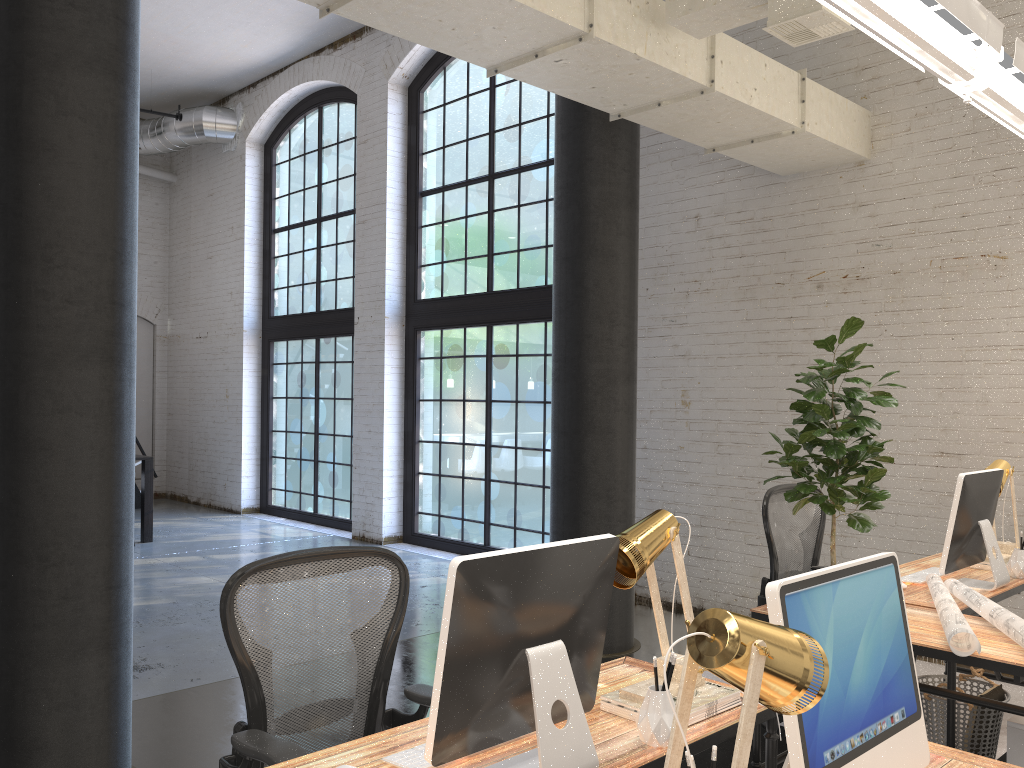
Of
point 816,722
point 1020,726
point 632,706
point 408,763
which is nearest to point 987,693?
point 1020,726

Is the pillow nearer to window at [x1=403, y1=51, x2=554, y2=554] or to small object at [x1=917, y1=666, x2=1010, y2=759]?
small object at [x1=917, y1=666, x2=1010, y2=759]

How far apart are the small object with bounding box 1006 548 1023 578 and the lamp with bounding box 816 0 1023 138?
1.9 meters

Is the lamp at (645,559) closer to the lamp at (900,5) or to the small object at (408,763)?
the small object at (408,763)

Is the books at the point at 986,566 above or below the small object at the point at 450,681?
below

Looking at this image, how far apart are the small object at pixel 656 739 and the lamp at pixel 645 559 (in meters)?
0.15

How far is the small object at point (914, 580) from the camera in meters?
3.7 m

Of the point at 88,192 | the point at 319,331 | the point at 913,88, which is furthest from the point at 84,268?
the point at 319,331

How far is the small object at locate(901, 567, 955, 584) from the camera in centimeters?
374cm

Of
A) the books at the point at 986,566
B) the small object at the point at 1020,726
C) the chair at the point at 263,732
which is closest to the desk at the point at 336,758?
the chair at the point at 263,732
